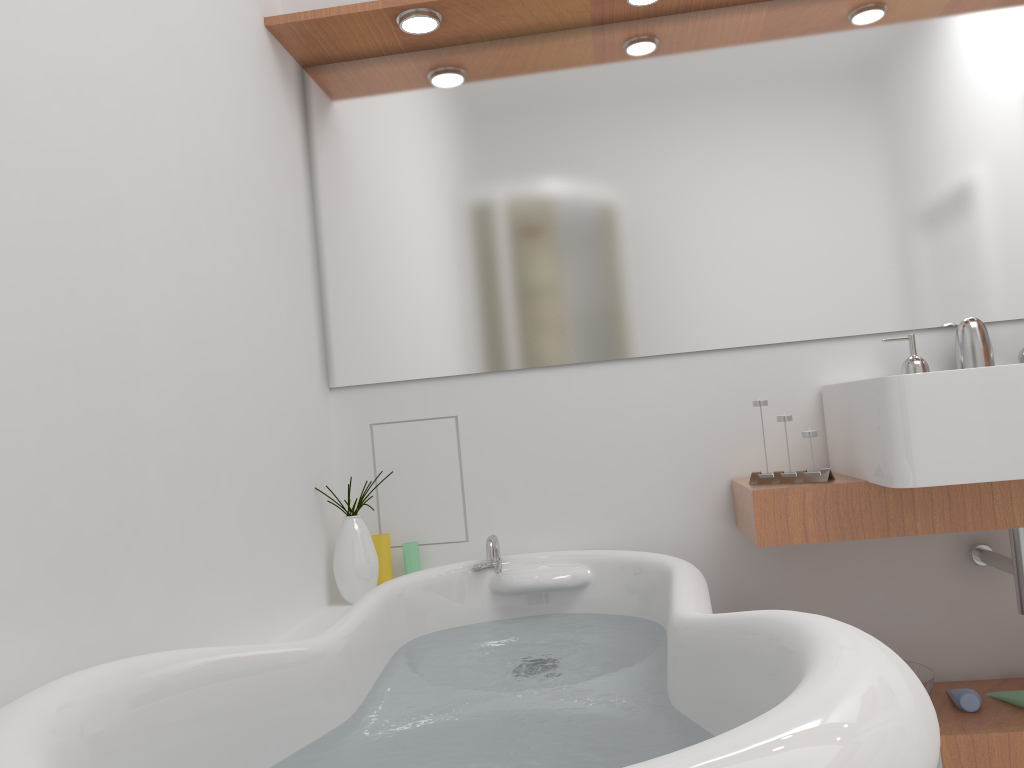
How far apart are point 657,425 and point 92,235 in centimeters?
143cm

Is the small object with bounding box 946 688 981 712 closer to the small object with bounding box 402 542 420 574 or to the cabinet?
the cabinet

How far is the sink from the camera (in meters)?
1.68

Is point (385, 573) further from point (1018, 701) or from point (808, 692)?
point (808, 692)

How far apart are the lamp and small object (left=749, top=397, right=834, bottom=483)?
1.2m

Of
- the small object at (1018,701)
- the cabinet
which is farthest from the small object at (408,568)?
the small object at (1018,701)

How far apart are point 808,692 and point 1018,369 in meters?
1.2 m

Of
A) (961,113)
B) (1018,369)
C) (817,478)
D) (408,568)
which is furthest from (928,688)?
(961,113)

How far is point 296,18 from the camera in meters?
2.2

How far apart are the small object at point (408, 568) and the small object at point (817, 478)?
0.9 meters
